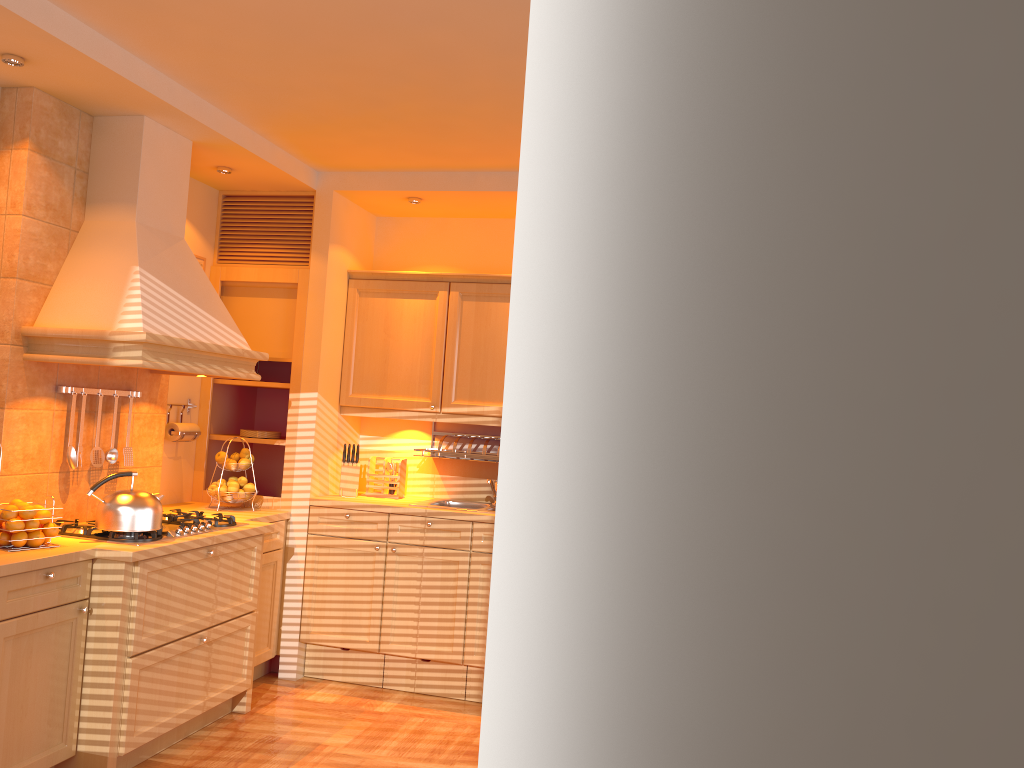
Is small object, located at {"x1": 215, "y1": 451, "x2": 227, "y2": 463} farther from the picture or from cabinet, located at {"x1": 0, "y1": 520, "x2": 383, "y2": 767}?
the picture

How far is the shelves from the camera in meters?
4.8

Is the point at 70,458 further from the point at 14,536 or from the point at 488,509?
the point at 488,509

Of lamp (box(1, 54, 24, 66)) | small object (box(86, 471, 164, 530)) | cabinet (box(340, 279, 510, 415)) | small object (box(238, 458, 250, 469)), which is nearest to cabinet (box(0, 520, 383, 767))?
small object (box(86, 471, 164, 530))

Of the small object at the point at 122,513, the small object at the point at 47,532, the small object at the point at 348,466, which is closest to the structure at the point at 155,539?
the small object at the point at 122,513

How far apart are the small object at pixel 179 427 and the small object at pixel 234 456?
0.3m

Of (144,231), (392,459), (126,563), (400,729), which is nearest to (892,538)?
(126,563)

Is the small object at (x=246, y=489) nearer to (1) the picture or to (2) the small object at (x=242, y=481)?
(2) the small object at (x=242, y=481)

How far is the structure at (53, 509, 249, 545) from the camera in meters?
3.4 m

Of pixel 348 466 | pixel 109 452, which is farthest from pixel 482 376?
pixel 109 452
